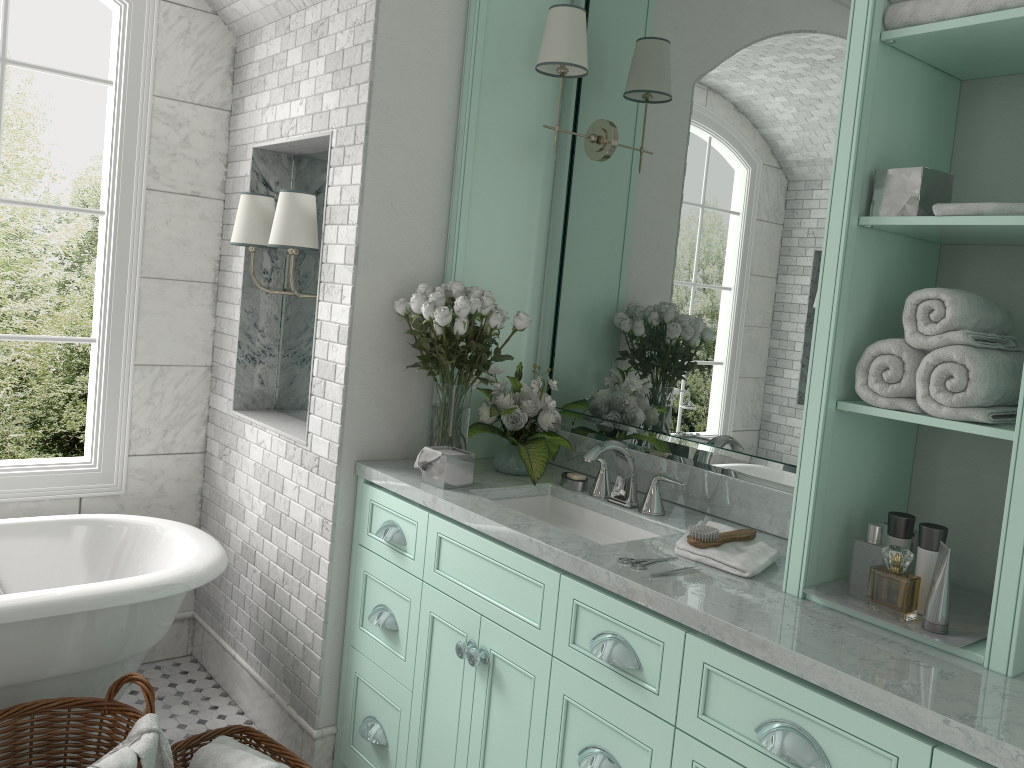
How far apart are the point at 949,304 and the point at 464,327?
1.4m

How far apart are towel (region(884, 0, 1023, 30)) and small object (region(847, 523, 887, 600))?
1.08m

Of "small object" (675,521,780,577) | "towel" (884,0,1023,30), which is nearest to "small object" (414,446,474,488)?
"small object" (675,521,780,577)

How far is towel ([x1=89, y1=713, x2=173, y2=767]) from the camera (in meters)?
2.35

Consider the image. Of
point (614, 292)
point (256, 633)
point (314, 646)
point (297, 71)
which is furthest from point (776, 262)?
point (256, 633)

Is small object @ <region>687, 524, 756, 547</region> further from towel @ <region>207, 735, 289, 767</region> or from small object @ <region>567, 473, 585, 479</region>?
towel @ <region>207, 735, 289, 767</region>

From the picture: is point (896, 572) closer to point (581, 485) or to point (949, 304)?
point (581, 485)

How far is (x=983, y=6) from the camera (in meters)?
1.76

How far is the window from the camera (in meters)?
3.51

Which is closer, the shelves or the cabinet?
the cabinet
